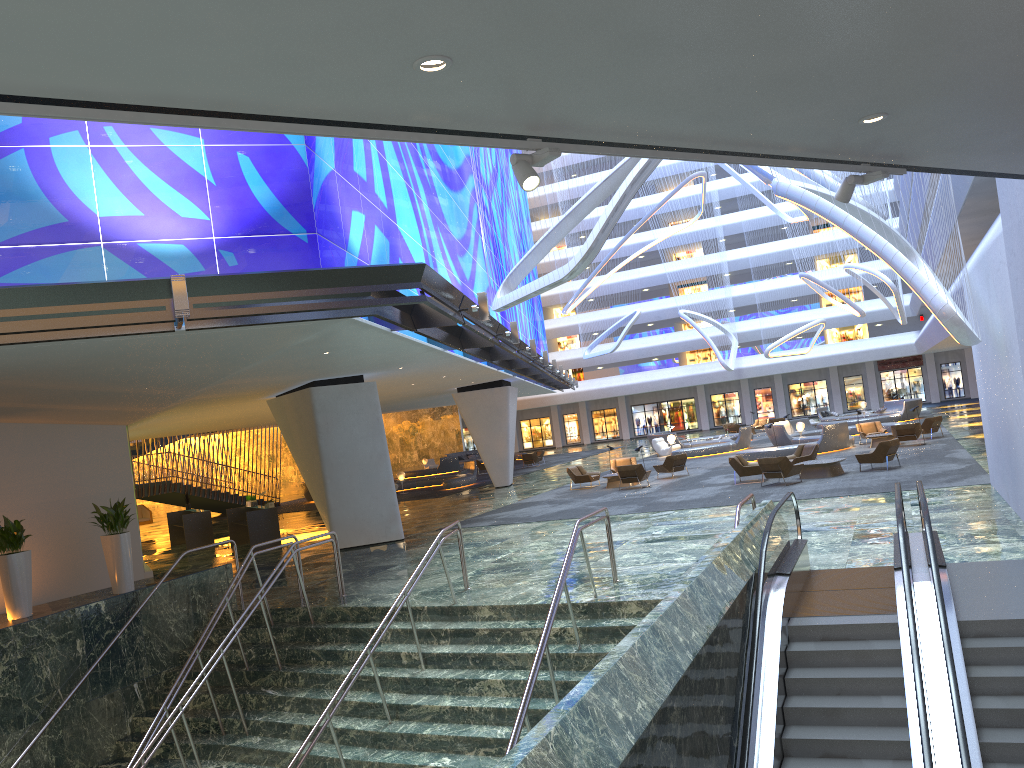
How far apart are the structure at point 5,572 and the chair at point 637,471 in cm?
1597

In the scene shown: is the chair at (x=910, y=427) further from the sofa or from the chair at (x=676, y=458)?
the sofa

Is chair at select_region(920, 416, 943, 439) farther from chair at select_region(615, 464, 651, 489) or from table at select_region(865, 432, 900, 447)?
chair at select_region(615, 464, 651, 489)

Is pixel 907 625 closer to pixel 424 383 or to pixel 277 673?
pixel 277 673

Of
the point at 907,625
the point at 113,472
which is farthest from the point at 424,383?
the point at 907,625

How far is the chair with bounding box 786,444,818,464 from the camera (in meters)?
24.89

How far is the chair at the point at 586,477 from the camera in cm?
2920

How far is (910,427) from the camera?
28.8 meters

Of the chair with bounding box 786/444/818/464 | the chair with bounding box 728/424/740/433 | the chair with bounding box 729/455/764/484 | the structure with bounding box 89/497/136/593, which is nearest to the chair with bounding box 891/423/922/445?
the chair with bounding box 786/444/818/464

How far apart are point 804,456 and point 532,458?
23.37m
